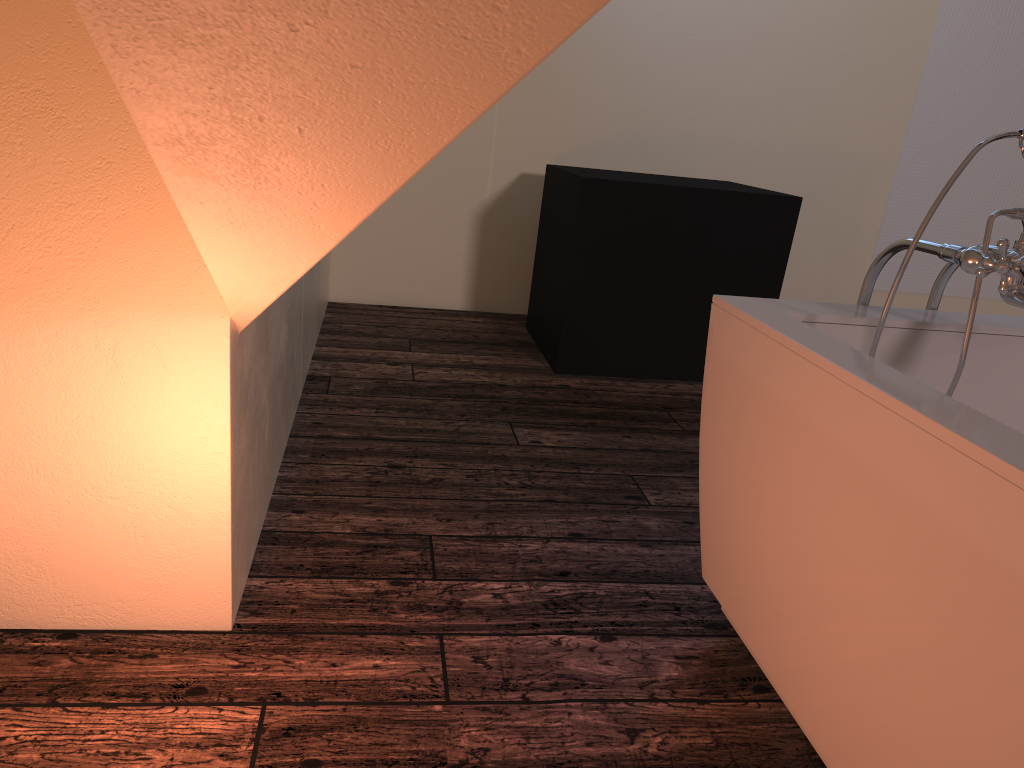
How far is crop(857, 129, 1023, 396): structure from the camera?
1.44m

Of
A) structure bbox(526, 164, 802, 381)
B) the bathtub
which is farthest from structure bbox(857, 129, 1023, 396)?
structure bbox(526, 164, 802, 381)

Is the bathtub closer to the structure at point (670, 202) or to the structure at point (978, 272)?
the structure at point (978, 272)

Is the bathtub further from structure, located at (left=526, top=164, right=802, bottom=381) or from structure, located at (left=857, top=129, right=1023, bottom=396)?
structure, located at (left=526, top=164, right=802, bottom=381)

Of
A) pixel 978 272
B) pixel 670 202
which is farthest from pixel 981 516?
pixel 670 202

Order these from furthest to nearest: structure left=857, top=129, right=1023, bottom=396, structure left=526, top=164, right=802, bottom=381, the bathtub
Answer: structure left=526, top=164, right=802, bottom=381
structure left=857, top=129, right=1023, bottom=396
the bathtub

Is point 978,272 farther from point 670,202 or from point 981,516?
point 670,202

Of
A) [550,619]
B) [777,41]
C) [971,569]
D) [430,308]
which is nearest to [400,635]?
[550,619]

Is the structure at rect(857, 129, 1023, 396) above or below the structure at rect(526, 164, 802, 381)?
above

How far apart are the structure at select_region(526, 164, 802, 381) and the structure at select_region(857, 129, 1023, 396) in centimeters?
163cm
